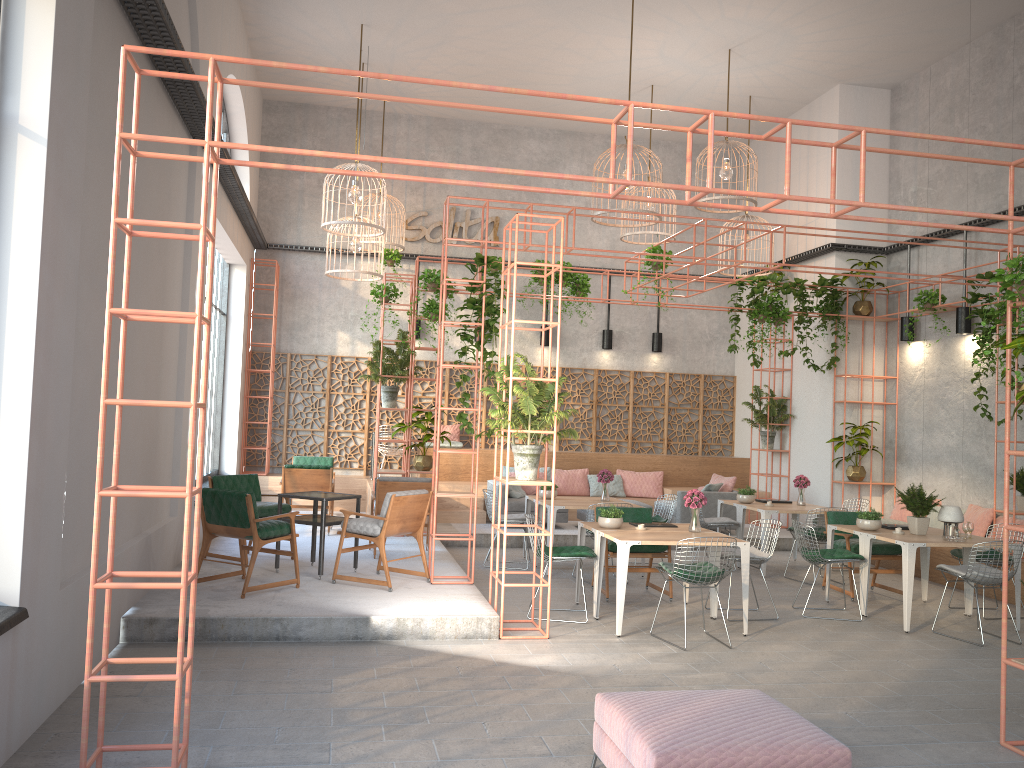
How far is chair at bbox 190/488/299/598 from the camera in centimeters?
779cm

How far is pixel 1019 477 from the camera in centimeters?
1008cm

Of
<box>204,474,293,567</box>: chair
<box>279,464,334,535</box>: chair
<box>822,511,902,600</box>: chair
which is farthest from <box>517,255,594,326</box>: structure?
<box>204,474,293,567</box>: chair

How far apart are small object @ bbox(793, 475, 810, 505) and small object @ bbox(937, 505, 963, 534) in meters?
2.9 m

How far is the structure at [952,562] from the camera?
10.86m

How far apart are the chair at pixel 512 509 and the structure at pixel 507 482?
5.7m

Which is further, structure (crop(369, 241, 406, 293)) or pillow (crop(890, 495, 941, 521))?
structure (crop(369, 241, 406, 293))

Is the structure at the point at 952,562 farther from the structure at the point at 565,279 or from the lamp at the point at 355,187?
the lamp at the point at 355,187

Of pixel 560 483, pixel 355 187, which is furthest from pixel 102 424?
pixel 560 483

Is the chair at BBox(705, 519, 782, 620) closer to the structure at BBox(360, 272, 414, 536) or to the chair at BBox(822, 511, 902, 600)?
the chair at BBox(822, 511, 902, 600)
